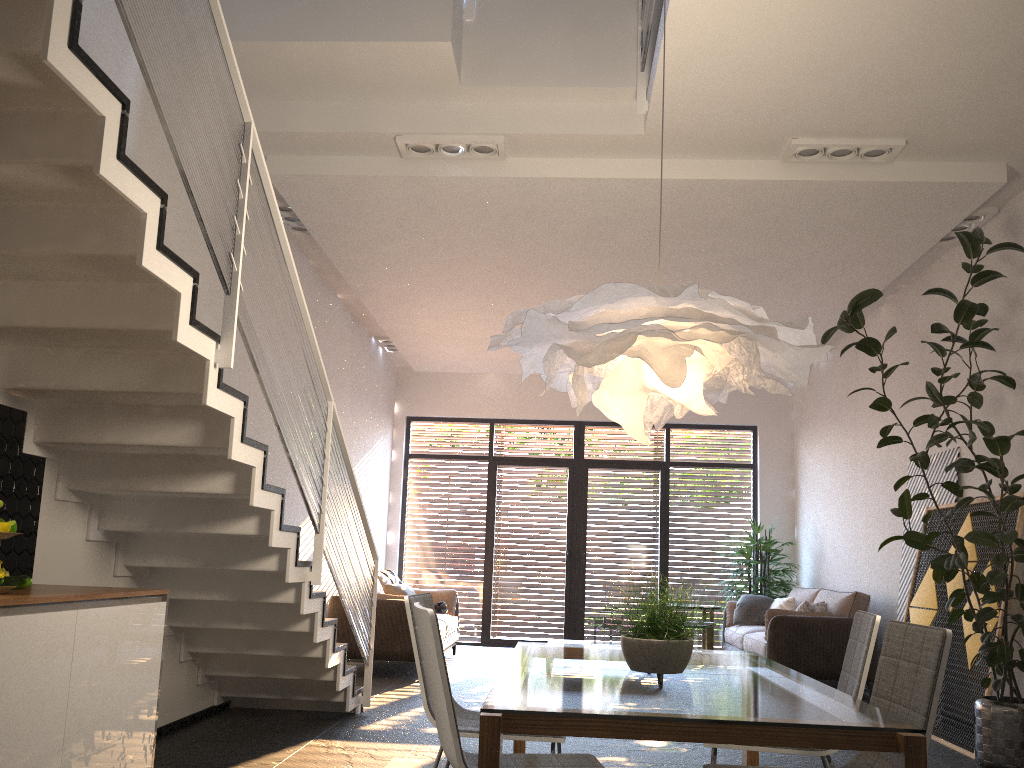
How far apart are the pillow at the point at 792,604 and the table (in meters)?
4.62

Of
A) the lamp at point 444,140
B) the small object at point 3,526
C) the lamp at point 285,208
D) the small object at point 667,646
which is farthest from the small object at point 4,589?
the lamp at point 285,208

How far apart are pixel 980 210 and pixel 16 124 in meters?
5.8

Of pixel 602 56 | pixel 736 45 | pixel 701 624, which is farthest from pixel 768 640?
pixel 736 45

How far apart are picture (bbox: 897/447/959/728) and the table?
3.7 meters

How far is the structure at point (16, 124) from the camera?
2.64m

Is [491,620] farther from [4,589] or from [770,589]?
[4,589]

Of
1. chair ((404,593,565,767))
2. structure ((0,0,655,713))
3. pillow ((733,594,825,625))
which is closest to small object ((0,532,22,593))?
structure ((0,0,655,713))

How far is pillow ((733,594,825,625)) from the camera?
9.0m

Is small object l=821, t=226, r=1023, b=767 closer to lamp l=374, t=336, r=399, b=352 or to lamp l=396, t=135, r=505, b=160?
lamp l=396, t=135, r=505, b=160
